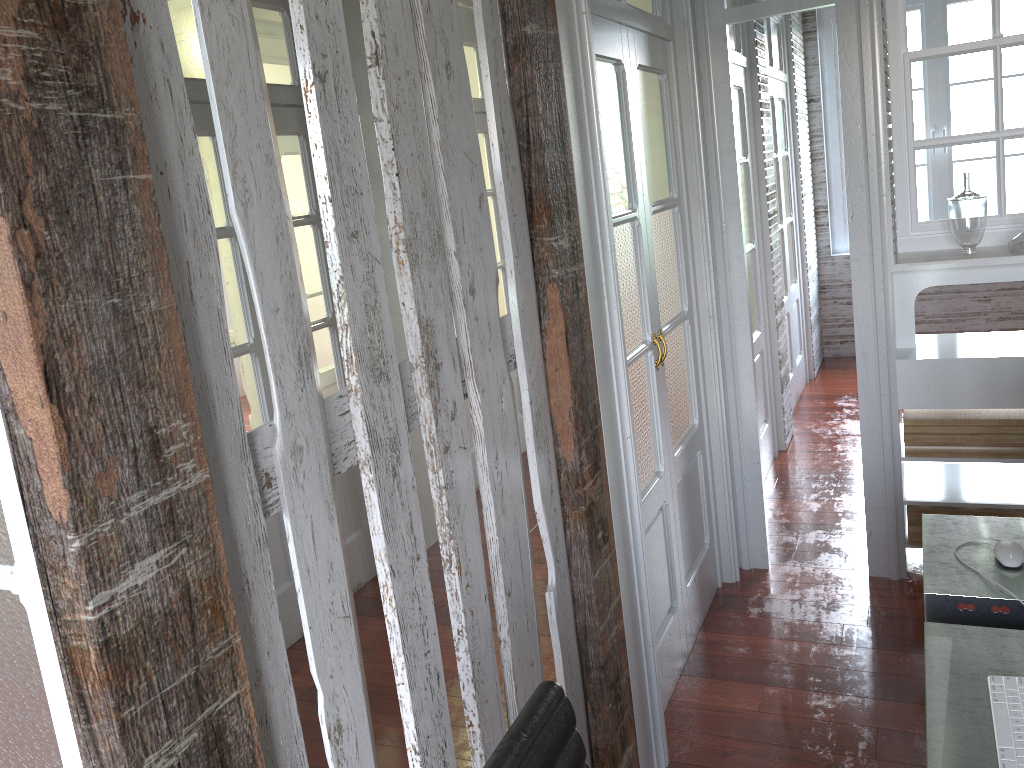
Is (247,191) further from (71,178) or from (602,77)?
(602,77)

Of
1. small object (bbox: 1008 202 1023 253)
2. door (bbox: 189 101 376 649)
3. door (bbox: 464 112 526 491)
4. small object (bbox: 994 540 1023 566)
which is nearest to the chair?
small object (bbox: 994 540 1023 566)

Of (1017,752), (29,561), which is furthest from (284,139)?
(1017,752)

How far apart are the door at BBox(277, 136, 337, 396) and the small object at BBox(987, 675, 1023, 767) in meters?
4.1

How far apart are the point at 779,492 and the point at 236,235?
2.83m

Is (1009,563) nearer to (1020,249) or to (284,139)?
(1020,249)

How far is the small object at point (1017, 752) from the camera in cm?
134

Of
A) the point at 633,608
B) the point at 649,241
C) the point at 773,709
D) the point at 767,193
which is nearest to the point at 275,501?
the point at 633,608

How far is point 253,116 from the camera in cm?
113

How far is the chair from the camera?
1.1 meters
